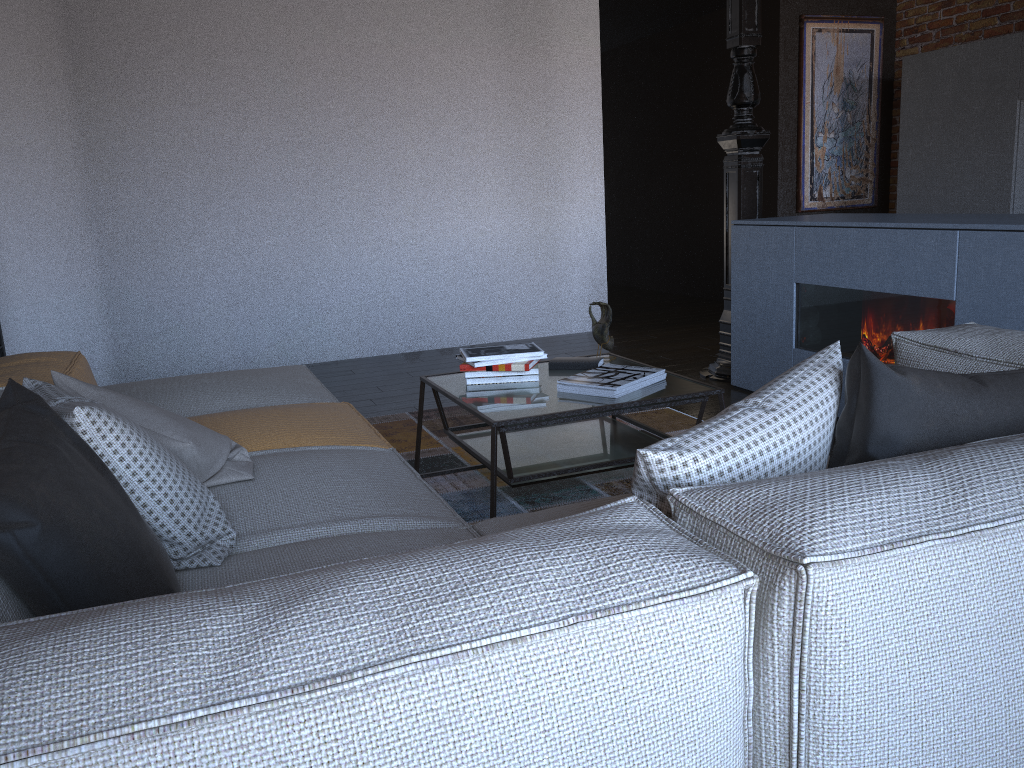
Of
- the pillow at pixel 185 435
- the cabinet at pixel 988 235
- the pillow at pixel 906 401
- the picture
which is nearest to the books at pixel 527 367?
the pillow at pixel 185 435

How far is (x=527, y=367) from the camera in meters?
2.9 m

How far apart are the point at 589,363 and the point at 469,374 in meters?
0.4 m

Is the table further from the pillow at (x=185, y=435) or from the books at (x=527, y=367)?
the pillow at (x=185, y=435)

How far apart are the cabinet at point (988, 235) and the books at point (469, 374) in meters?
1.5

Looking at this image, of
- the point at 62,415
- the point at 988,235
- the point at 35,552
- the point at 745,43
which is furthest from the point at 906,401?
the point at 745,43

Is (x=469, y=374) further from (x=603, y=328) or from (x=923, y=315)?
(x=923, y=315)

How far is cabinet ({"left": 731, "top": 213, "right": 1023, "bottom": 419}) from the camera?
3.0 meters

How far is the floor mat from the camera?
3.0m

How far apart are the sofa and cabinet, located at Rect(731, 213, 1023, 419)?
0.9m
